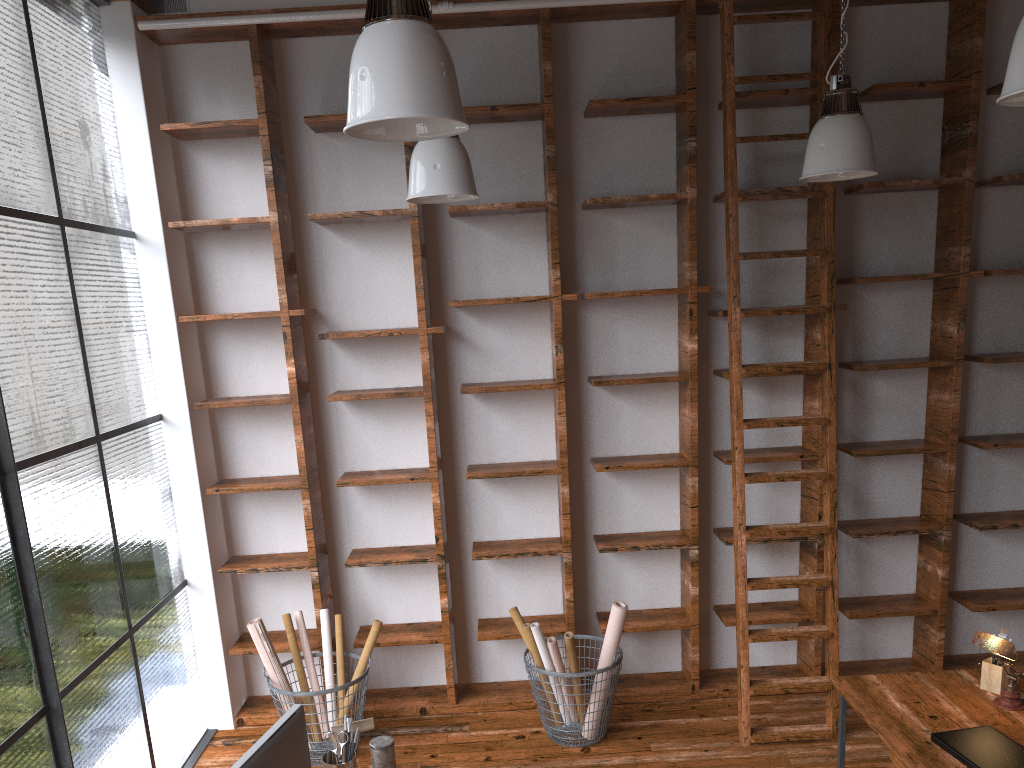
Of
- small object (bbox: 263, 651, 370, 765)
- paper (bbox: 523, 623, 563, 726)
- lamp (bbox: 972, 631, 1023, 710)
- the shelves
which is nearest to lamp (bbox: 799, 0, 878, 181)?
the shelves

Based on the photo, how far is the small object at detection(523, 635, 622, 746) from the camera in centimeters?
417cm

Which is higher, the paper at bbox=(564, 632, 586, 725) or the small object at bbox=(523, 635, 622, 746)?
the paper at bbox=(564, 632, 586, 725)

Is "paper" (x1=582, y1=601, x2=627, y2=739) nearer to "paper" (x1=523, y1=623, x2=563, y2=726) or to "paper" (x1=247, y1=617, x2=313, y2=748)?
"paper" (x1=523, y1=623, x2=563, y2=726)

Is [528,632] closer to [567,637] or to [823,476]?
[567,637]

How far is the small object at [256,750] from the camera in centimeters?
211cm

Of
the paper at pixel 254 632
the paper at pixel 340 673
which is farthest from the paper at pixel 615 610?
the paper at pixel 254 632

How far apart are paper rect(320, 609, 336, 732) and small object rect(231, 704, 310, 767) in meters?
2.1

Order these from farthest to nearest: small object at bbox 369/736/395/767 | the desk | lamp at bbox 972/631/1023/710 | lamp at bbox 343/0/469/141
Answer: lamp at bbox 972/631/1023/710
the desk
small object at bbox 369/736/395/767
lamp at bbox 343/0/469/141

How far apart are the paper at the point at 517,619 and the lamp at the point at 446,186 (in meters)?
2.02
